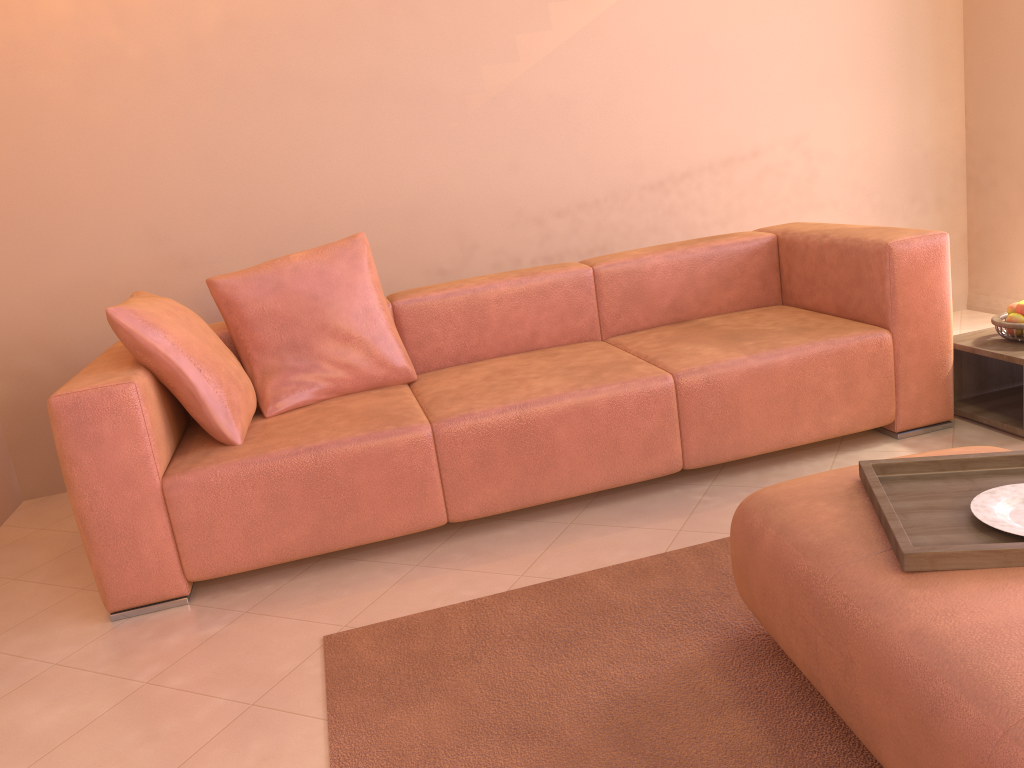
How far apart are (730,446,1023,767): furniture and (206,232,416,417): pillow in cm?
147

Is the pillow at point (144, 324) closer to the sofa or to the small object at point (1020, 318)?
the sofa

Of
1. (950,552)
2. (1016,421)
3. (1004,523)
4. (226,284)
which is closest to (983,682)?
(950,552)

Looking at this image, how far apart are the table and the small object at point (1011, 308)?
0.10m

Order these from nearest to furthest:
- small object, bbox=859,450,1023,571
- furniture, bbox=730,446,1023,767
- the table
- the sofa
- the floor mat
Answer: furniture, bbox=730,446,1023,767, small object, bbox=859,450,1023,571, the floor mat, the sofa, the table

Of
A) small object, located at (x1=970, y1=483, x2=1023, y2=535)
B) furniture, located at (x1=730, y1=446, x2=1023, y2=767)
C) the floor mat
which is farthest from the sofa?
small object, located at (x1=970, y1=483, x2=1023, y2=535)

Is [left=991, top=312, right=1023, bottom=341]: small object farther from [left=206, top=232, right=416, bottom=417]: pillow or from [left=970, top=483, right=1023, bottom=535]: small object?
[left=206, top=232, right=416, bottom=417]: pillow

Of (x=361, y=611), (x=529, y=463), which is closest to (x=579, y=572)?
(x=529, y=463)

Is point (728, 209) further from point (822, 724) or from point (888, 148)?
point (822, 724)

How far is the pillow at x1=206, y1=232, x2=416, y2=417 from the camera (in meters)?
2.91
